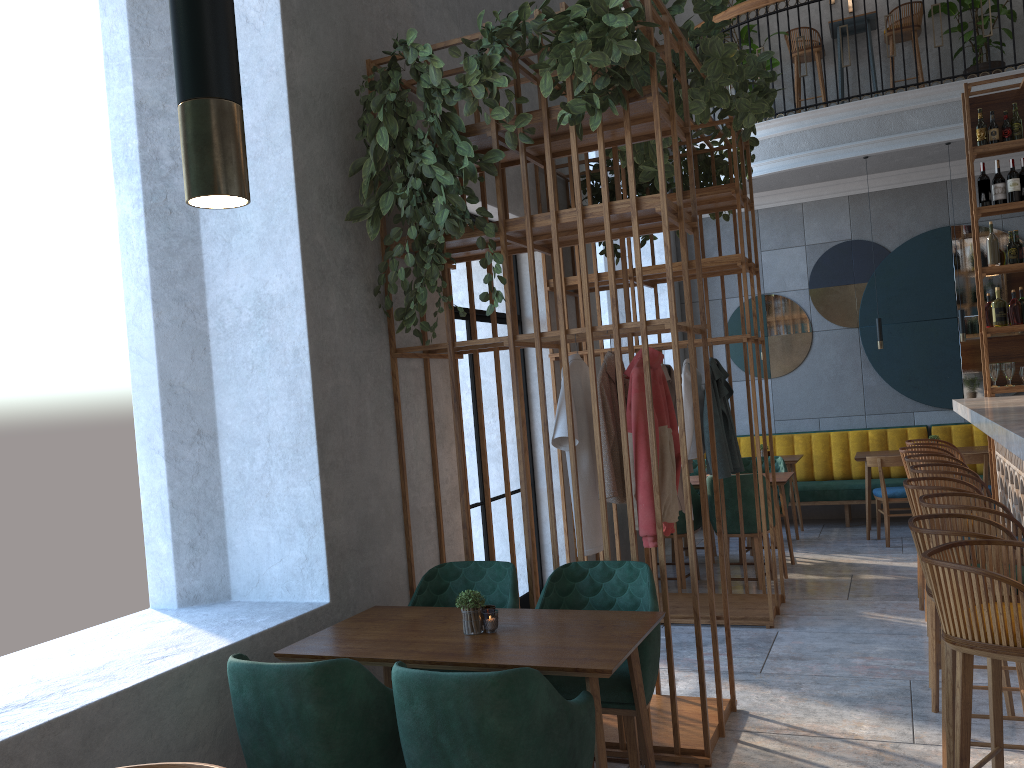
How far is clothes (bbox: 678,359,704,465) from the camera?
5.7 meters

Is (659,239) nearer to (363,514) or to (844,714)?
(844,714)

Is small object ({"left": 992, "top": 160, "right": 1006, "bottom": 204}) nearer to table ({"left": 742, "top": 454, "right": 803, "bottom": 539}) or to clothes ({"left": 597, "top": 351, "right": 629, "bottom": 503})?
table ({"left": 742, "top": 454, "right": 803, "bottom": 539})

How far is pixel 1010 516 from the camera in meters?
3.3 m

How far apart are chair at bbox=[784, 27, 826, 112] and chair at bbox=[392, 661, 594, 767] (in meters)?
8.13

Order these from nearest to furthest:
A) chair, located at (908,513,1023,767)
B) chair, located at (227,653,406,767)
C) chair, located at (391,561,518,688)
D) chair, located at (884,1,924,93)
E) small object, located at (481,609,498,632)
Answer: chair, located at (227,653,406,767) < chair, located at (908,513,1023,767) < small object, located at (481,609,498,632) < chair, located at (391,561,518,688) < chair, located at (884,1,924,93)

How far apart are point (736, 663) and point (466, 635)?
2.4m

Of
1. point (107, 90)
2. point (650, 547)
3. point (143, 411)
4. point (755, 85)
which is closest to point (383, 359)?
point (143, 411)

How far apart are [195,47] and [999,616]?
2.4m

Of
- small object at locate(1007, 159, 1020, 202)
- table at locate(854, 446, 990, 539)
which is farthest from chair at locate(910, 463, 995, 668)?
table at locate(854, 446, 990, 539)
